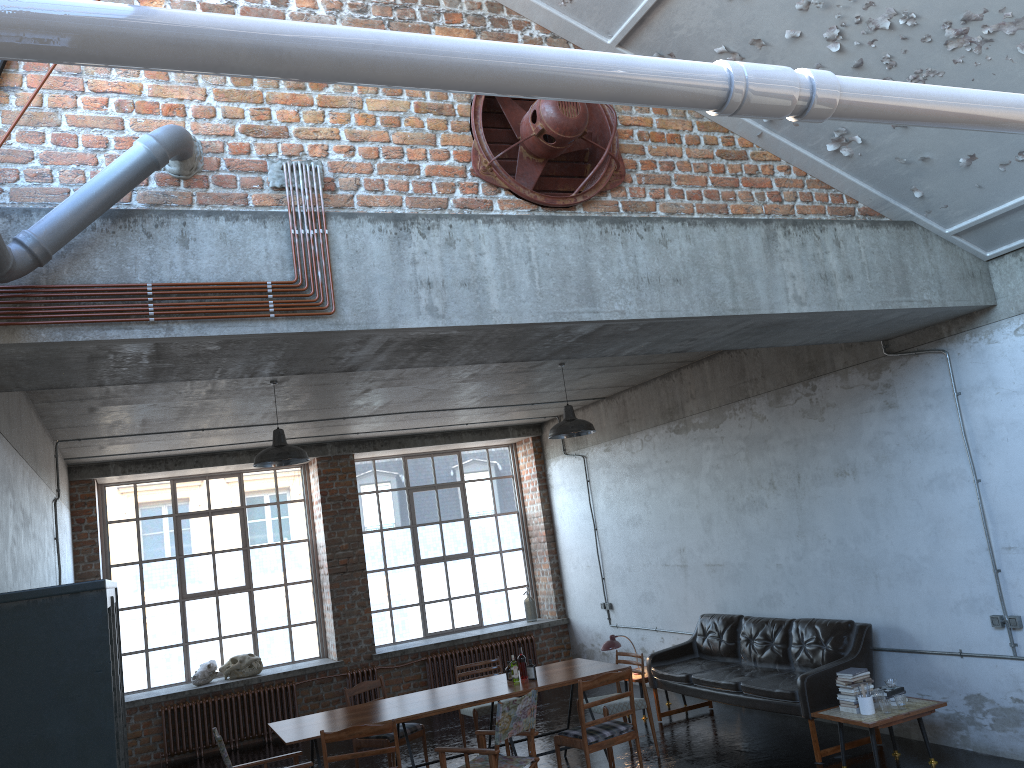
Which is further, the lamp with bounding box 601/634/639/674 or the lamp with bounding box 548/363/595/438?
the lamp with bounding box 601/634/639/674

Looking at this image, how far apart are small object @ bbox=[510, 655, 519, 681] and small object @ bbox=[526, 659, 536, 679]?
0.1m

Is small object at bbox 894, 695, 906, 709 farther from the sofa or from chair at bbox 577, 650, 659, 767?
chair at bbox 577, 650, 659, 767

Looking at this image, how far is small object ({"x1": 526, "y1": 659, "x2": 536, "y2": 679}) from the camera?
8.15m

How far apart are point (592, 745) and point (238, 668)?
6.47m

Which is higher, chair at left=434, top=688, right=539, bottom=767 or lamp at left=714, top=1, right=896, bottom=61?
lamp at left=714, top=1, right=896, bottom=61

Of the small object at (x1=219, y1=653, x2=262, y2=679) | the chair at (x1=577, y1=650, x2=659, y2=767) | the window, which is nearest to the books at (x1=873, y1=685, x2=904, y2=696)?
the chair at (x1=577, y1=650, x2=659, y2=767)

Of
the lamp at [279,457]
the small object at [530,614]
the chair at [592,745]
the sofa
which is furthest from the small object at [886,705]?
the small object at [530,614]

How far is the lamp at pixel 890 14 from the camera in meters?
4.9

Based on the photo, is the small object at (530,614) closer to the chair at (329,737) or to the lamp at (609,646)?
the lamp at (609,646)
